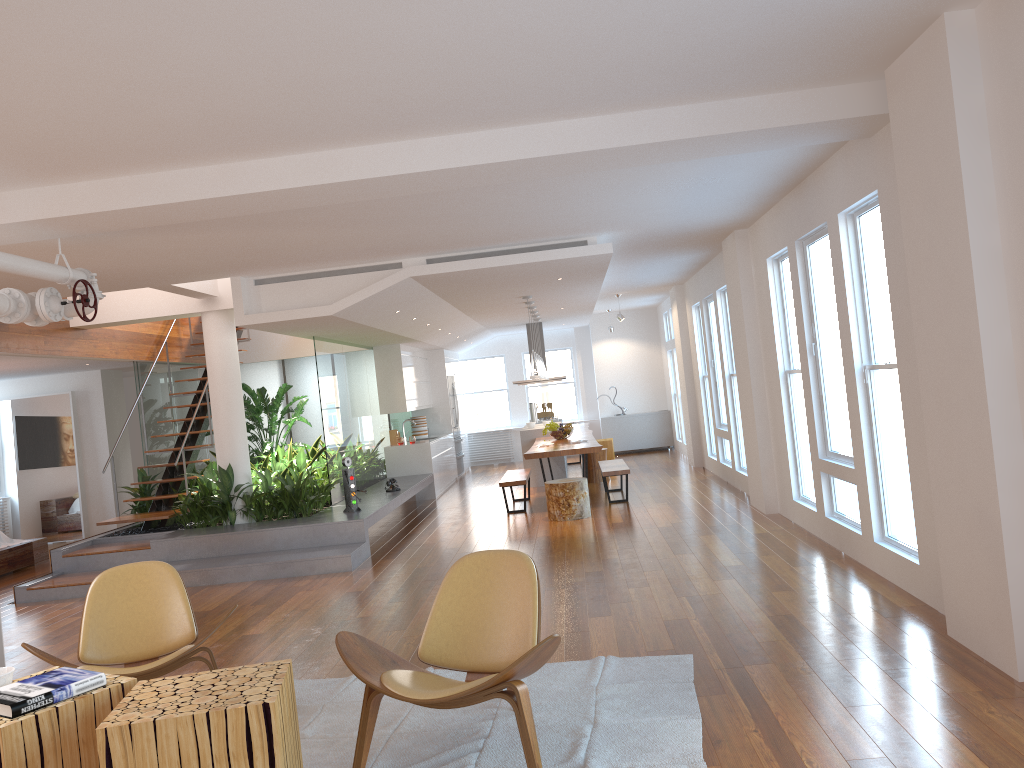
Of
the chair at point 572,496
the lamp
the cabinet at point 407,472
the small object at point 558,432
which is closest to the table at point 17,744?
the chair at point 572,496

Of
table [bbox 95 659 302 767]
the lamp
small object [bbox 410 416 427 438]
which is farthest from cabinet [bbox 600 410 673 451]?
table [bbox 95 659 302 767]

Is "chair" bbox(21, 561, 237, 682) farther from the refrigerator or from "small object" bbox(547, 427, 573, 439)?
the refrigerator

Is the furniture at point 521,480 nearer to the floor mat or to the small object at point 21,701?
the floor mat

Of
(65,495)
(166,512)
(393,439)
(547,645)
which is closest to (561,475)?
(393,439)

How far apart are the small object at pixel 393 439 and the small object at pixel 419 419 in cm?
127

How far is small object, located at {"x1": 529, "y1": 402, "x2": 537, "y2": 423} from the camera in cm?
1470

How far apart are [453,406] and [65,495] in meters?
6.2 m

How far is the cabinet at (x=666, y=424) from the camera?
16.59m

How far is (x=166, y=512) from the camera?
9.44m
